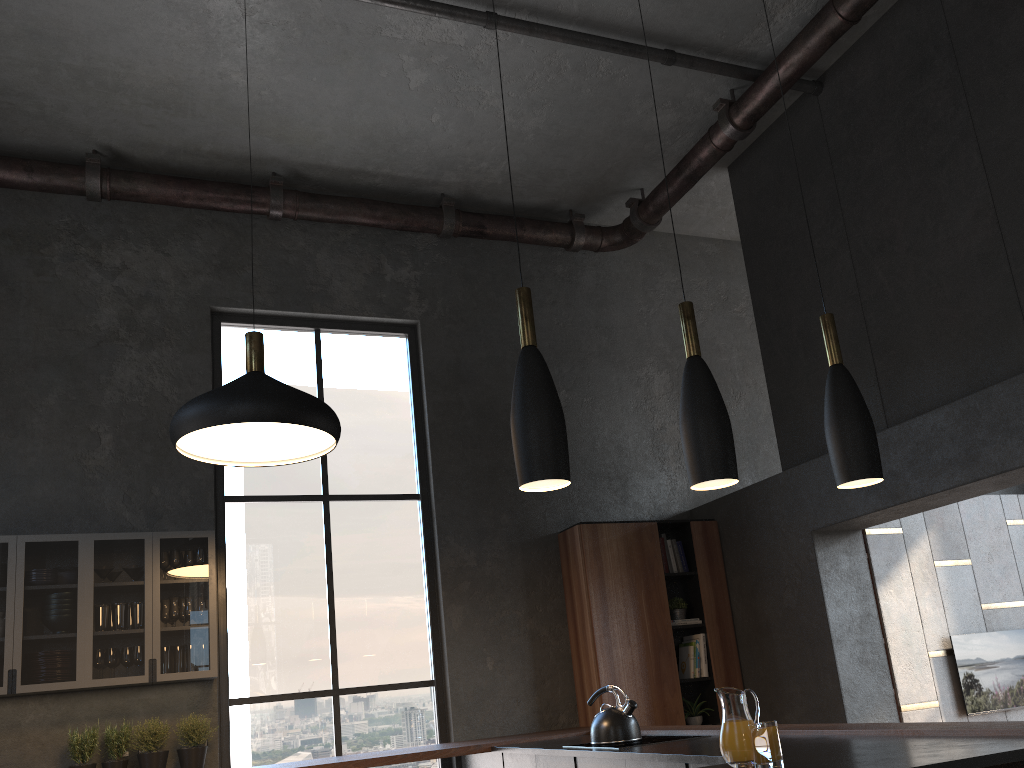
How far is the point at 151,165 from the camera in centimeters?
624cm

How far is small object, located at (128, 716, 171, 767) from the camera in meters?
4.8

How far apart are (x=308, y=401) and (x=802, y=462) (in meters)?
3.70

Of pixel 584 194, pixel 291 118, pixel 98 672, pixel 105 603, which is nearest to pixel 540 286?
pixel 584 194

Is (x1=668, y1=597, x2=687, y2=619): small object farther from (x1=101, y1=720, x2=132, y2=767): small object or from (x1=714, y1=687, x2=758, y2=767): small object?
(x1=101, y1=720, x2=132, y2=767): small object

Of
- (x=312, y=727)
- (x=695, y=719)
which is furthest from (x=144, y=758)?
(x=695, y=719)

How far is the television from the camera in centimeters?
692cm

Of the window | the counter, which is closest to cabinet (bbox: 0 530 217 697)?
the window

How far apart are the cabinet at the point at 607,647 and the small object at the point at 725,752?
0.08m

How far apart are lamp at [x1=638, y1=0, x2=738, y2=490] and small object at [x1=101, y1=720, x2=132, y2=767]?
3.8m
